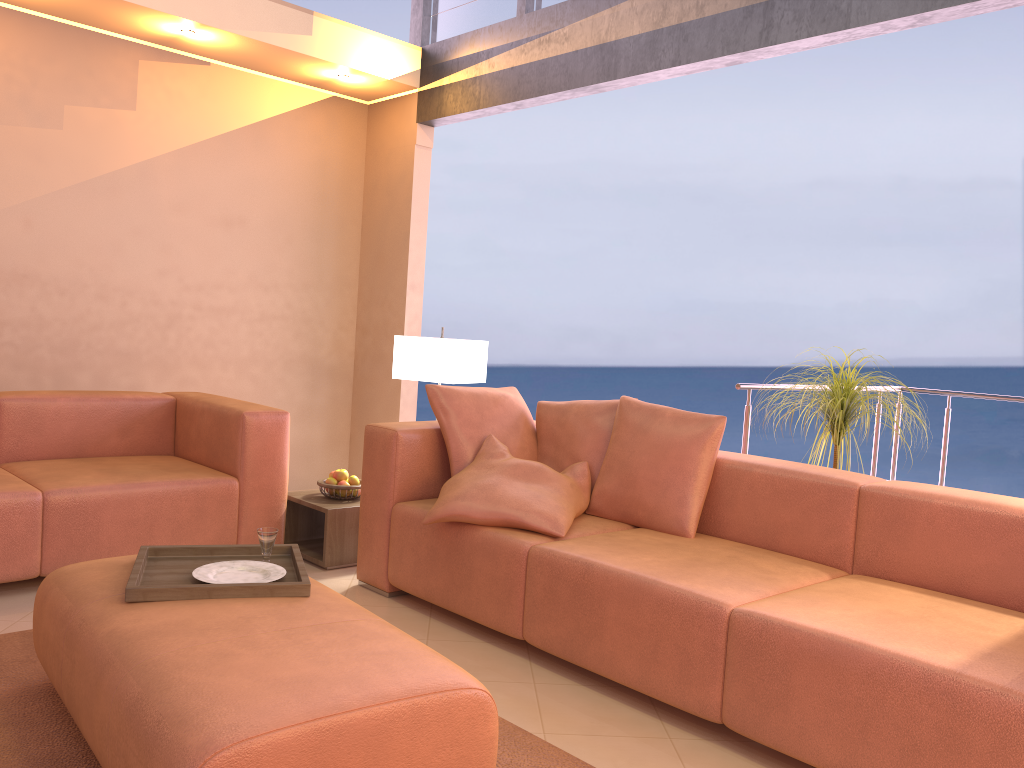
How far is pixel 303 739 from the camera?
1.59m

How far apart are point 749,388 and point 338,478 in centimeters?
187cm

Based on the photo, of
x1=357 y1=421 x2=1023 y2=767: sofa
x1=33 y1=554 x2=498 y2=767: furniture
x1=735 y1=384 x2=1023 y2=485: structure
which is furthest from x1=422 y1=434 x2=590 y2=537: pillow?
x1=735 y1=384 x2=1023 y2=485: structure

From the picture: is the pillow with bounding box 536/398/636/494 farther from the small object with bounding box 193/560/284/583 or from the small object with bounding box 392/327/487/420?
the small object with bounding box 193/560/284/583

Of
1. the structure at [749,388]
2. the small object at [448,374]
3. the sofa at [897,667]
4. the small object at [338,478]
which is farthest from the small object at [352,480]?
the structure at [749,388]

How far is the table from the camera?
3.76m

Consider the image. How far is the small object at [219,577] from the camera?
2.4 meters

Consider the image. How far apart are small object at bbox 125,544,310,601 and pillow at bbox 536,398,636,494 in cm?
122

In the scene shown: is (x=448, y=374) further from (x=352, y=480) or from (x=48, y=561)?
(x=48, y=561)

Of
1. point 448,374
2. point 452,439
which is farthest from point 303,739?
point 448,374
